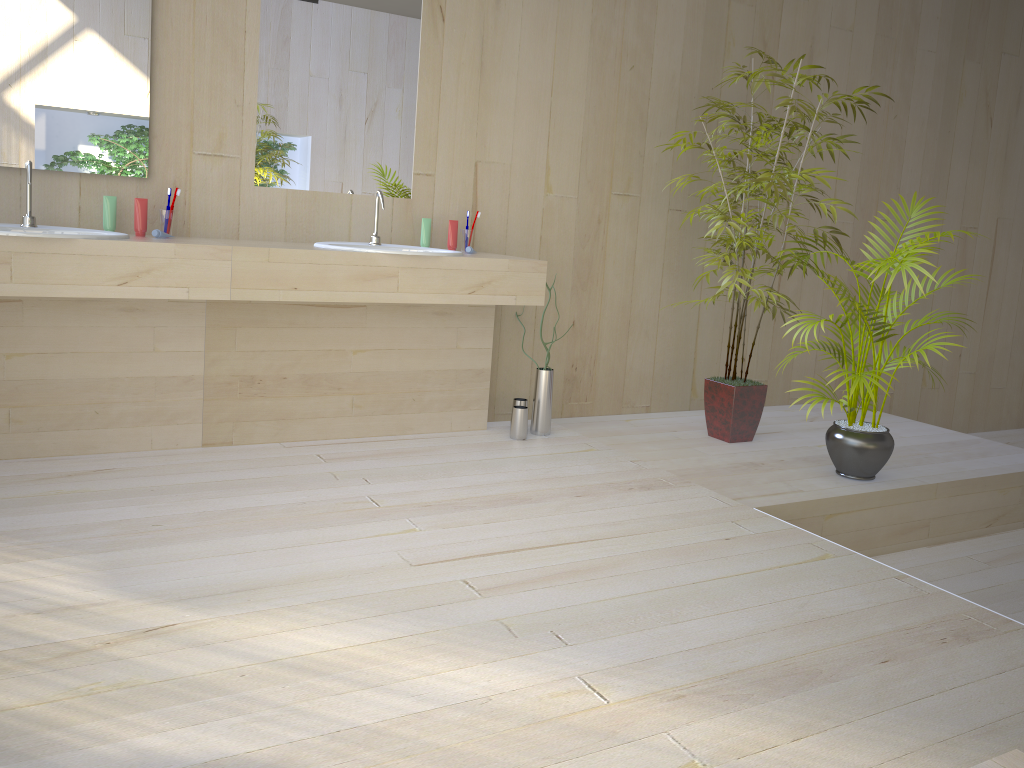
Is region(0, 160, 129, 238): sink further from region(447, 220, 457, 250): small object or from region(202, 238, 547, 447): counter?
region(447, 220, 457, 250): small object

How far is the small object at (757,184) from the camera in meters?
3.9 m

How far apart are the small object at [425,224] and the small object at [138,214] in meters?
1.1

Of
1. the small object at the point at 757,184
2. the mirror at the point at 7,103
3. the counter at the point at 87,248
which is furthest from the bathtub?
the mirror at the point at 7,103

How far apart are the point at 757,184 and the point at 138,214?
2.5m

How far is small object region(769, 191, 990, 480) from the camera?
3.4 meters

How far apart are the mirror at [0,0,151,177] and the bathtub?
3.0m

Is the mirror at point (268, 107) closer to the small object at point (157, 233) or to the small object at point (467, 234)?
the small object at point (467, 234)

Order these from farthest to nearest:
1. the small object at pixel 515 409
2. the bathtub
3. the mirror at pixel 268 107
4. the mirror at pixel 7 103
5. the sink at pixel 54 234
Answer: the small object at pixel 515 409 → the mirror at pixel 268 107 → the mirror at pixel 7 103 → the sink at pixel 54 234 → the bathtub

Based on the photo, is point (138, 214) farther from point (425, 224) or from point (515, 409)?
point (515, 409)
